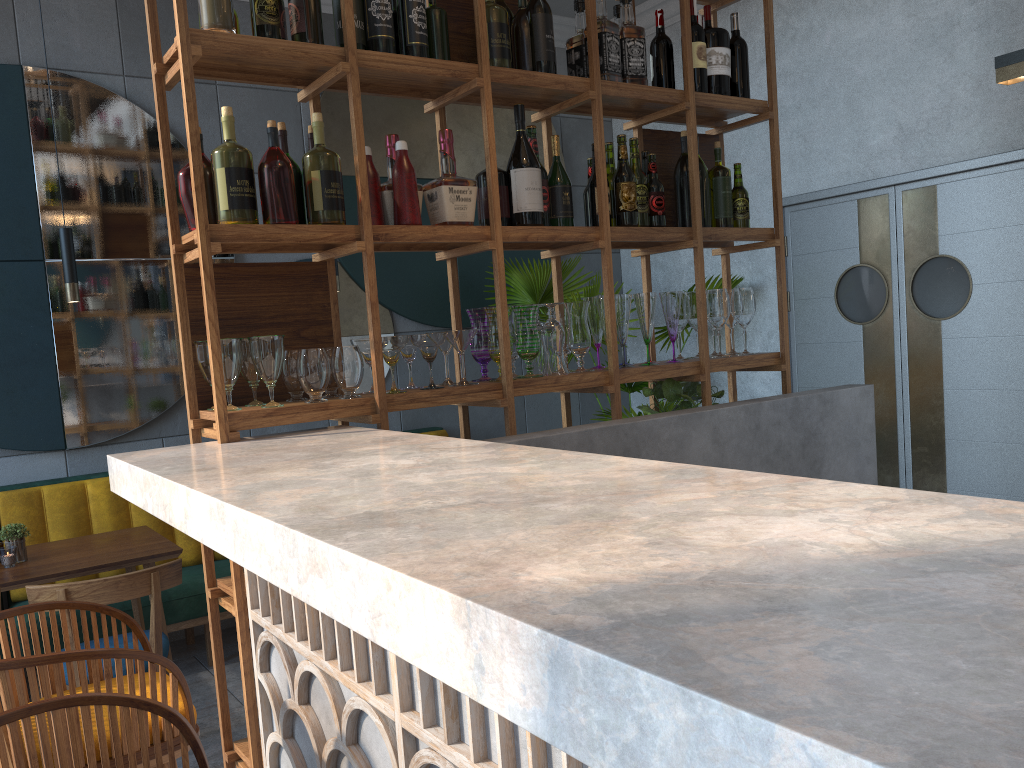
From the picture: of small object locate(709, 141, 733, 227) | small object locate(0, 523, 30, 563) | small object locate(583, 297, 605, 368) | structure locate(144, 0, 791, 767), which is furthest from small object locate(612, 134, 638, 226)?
small object locate(0, 523, 30, 563)

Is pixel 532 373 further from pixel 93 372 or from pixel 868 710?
pixel 93 372

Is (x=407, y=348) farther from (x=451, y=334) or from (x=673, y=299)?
(x=673, y=299)

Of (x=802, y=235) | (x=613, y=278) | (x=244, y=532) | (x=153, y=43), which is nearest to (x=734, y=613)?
(x=244, y=532)

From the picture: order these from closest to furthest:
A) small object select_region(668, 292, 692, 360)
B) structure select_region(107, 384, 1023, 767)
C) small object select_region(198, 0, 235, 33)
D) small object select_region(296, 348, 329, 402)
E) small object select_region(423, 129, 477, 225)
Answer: structure select_region(107, 384, 1023, 767) < small object select_region(198, 0, 235, 33) < small object select_region(296, 348, 329, 402) < small object select_region(423, 129, 477, 225) < small object select_region(668, 292, 692, 360)

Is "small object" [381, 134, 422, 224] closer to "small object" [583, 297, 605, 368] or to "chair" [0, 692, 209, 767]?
"small object" [583, 297, 605, 368]

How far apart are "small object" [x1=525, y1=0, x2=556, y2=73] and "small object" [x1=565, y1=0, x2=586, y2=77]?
0.22m

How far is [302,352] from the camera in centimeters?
214cm

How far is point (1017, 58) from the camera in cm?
281

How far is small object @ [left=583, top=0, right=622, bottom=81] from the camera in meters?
2.6 m
